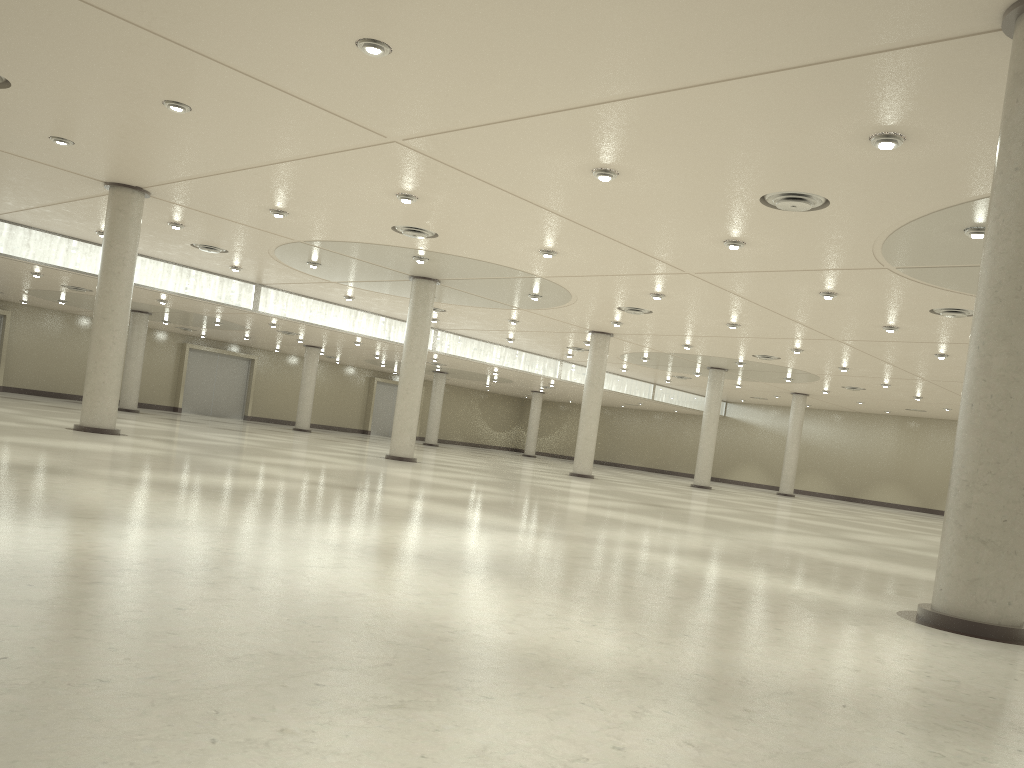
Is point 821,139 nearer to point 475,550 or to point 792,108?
point 792,108

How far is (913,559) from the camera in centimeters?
3424cm
